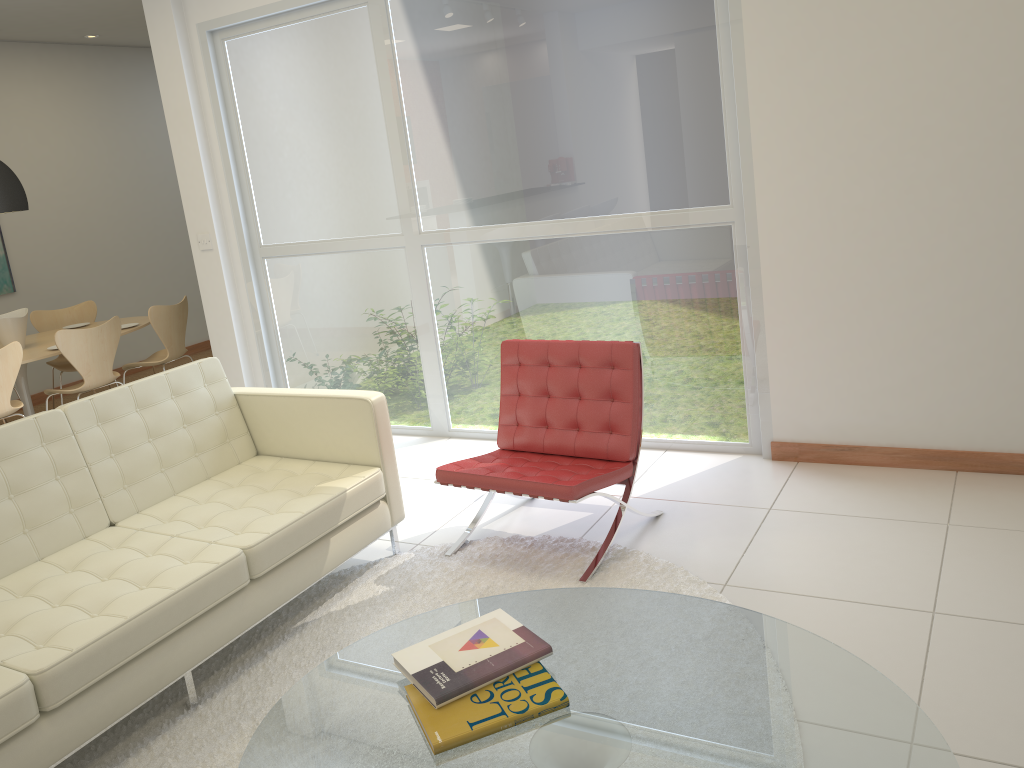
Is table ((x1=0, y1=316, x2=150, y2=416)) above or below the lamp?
below

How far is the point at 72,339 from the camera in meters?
5.9 m

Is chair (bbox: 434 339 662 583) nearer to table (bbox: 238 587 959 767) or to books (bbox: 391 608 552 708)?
table (bbox: 238 587 959 767)

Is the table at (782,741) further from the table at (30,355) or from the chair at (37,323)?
the chair at (37,323)

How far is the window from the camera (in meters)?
4.29

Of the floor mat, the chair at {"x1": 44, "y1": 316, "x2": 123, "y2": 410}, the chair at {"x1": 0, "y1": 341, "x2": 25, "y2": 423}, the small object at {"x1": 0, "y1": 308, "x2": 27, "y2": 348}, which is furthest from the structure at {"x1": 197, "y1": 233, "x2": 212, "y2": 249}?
the floor mat

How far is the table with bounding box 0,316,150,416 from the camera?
6.1 meters

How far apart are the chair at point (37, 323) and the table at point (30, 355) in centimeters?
26cm

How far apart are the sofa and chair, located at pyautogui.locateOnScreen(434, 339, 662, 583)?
0.2m

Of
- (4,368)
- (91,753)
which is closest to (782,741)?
(91,753)
